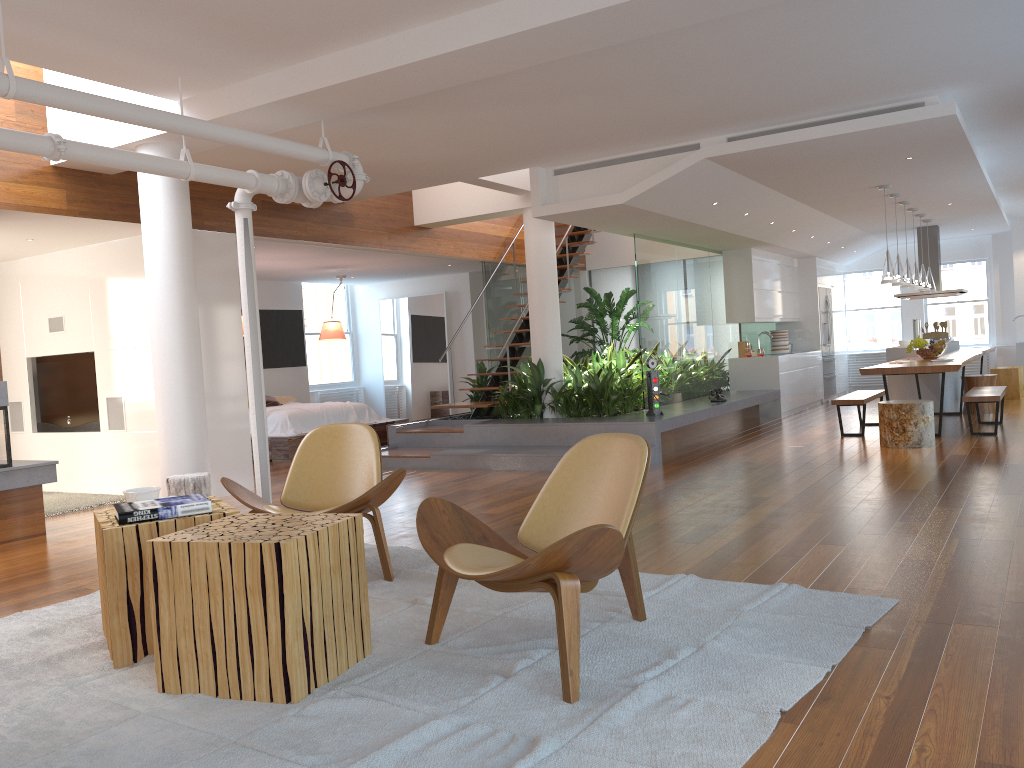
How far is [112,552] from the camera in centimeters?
325cm

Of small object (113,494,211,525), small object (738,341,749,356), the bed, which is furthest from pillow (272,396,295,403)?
small object (113,494,211,525)

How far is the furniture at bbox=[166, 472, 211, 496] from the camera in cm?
558

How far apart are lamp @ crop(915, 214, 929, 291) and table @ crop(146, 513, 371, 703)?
10.29m

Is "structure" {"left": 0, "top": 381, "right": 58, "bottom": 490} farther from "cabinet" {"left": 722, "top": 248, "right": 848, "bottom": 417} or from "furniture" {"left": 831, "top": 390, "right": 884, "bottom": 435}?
"cabinet" {"left": 722, "top": 248, "right": 848, "bottom": 417}

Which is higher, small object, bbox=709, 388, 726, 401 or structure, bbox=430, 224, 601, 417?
structure, bbox=430, 224, 601, 417

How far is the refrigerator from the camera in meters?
14.0 m

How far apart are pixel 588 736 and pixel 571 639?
0.35m

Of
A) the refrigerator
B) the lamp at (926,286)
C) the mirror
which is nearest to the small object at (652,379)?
the lamp at (926,286)

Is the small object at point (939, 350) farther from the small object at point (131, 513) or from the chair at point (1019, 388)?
the small object at point (131, 513)
